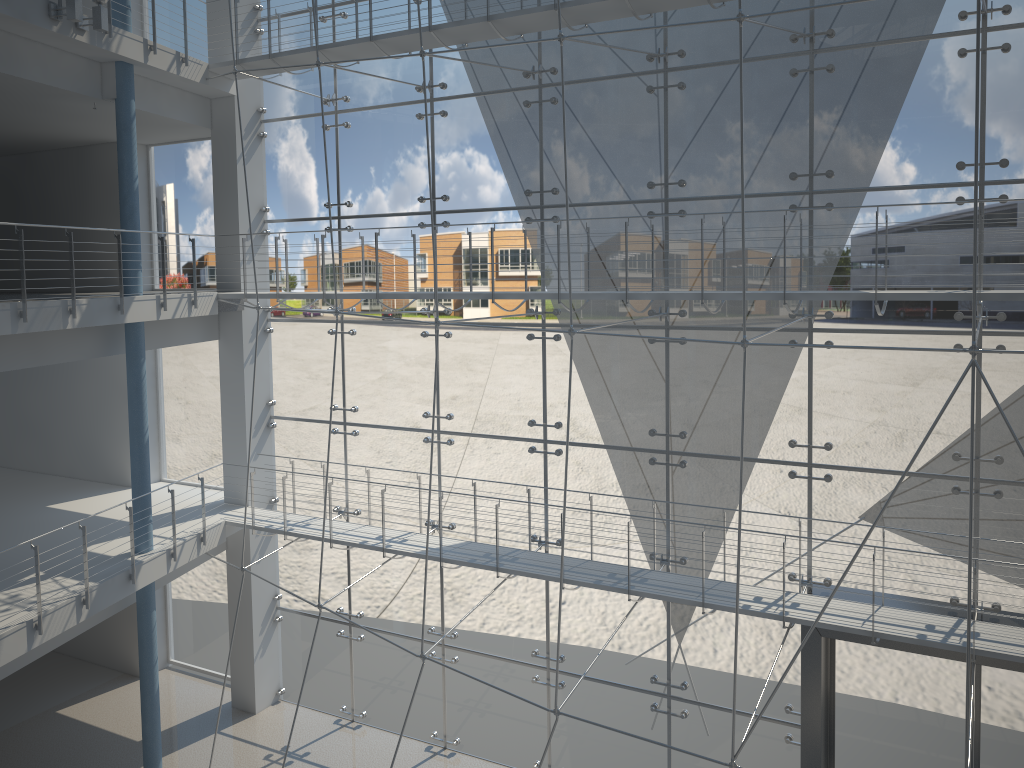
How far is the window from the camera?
1.5m

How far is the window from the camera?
1.5 meters

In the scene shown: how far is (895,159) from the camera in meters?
1.5

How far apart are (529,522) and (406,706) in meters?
0.6 m
